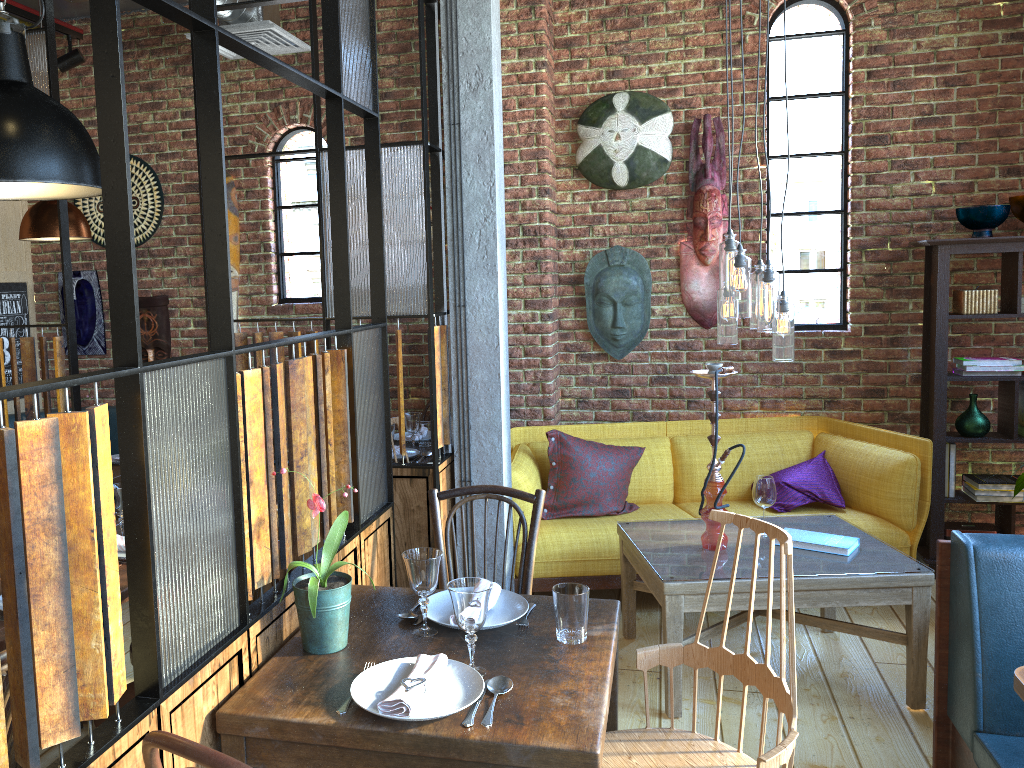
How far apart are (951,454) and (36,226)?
4.7 meters

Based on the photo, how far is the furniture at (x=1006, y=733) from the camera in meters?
2.3

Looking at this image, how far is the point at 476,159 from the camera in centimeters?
355cm

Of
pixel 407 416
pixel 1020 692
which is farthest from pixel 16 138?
pixel 1020 692

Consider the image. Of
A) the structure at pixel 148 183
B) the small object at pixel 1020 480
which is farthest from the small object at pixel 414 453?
the small object at pixel 1020 480

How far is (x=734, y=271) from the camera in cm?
328

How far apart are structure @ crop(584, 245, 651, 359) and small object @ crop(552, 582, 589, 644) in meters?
3.0 m

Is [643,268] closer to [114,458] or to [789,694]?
[114,458]

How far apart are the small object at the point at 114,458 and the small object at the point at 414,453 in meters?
1.7

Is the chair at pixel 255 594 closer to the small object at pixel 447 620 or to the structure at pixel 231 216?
the small object at pixel 447 620
